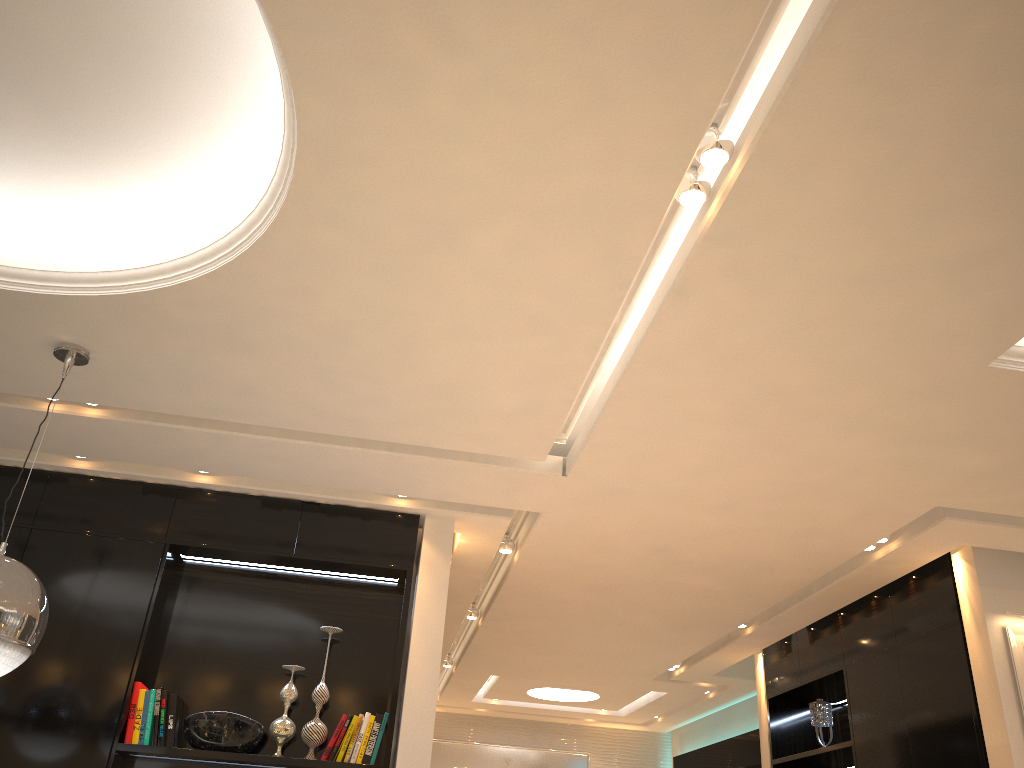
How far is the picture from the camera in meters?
4.4

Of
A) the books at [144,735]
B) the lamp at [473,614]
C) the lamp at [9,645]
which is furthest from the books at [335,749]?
the lamp at [473,614]

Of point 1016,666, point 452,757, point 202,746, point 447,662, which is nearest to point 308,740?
point 202,746

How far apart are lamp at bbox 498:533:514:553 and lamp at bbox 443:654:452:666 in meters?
3.4 m

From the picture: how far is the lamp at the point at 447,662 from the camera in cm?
824

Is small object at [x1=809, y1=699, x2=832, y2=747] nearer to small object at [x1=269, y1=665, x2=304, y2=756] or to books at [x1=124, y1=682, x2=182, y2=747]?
small object at [x1=269, y1=665, x2=304, y2=756]

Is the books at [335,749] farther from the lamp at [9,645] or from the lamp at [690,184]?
the lamp at [690,184]

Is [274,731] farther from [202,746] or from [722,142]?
[722,142]

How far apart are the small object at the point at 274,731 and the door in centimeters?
645cm

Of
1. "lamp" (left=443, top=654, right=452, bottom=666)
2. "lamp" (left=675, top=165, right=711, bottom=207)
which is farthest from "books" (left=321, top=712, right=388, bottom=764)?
"lamp" (left=443, top=654, right=452, bottom=666)
